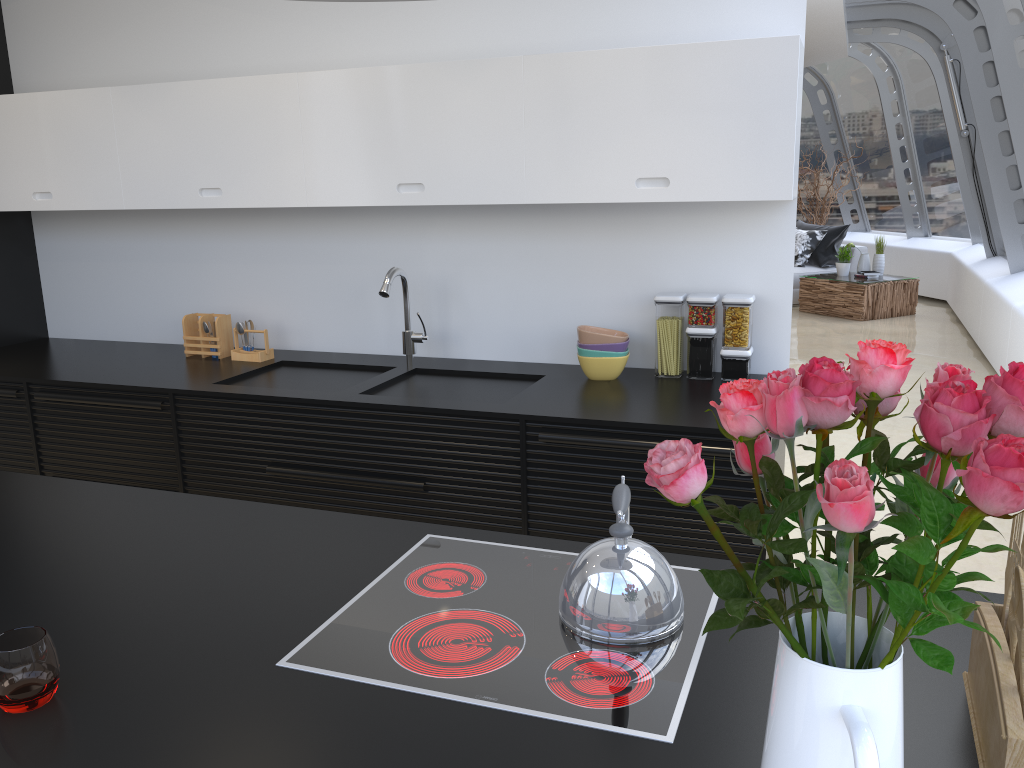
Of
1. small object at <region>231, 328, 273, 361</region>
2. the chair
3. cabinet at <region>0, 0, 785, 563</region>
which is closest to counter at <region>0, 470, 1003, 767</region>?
cabinet at <region>0, 0, 785, 563</region>

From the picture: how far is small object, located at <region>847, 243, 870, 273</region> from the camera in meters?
10.3

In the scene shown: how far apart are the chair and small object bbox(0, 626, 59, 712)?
10.5 meters

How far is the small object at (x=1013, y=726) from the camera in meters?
1.0

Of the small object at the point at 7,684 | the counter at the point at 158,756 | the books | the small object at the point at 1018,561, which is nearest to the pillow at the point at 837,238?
the books

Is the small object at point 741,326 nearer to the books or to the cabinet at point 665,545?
the cabinet at point 665,545

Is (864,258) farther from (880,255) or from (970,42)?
(970,42)

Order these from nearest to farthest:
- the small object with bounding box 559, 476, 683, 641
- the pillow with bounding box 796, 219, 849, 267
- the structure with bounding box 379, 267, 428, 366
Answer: the small object with bounding box 559, 476, 683, 641, the structure with bounding box 379, 267, 428, 366, the pillow with bounding box 796, 219, 849, 267

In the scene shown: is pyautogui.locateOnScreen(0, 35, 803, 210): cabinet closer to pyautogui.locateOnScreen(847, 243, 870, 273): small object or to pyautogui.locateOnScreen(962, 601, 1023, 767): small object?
pyautogui.locateOnScreen(962, 601, 1023, 767): small object

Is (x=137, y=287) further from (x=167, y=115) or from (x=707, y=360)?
(x=707, y=360)
